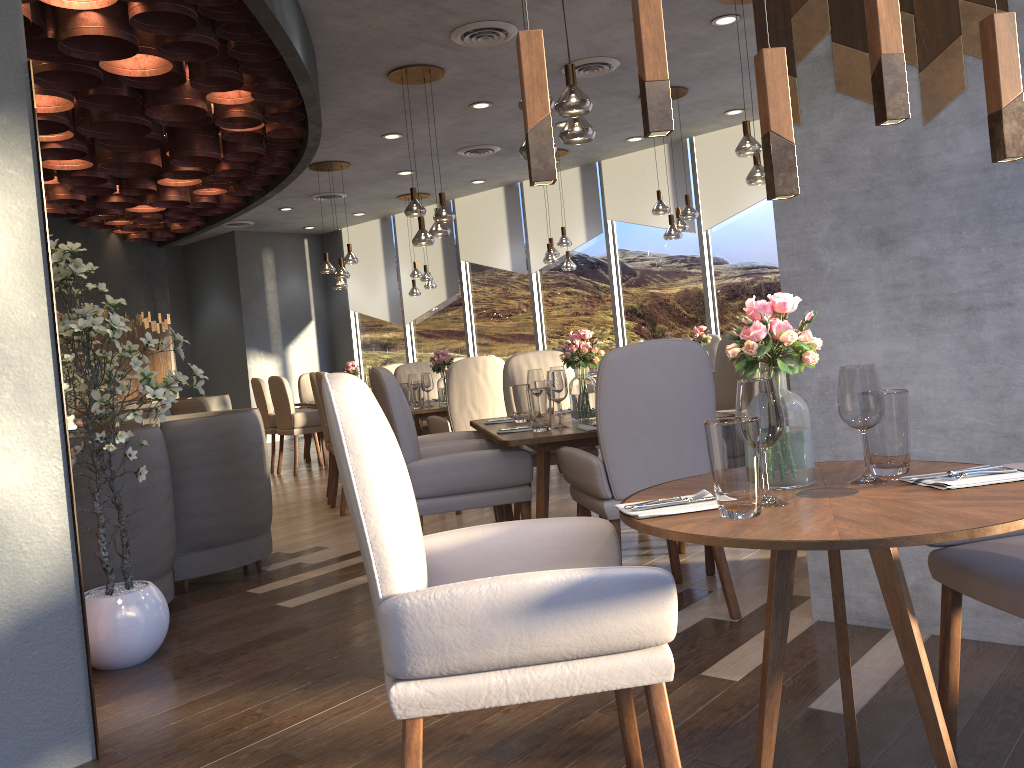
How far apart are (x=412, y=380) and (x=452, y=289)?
5.7m

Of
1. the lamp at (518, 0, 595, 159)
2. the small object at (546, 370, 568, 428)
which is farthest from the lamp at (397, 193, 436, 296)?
the small object at (546, 370, 568, 428)

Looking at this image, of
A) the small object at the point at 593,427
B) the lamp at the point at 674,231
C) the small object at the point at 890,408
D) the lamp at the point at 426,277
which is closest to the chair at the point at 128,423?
the small object at the point at 593,427

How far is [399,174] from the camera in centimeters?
1025cm

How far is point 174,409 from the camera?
9.57m

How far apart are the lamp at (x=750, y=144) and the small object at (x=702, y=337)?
2.2m

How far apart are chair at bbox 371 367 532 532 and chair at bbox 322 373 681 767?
1.5m

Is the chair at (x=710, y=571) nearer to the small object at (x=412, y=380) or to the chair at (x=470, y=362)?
the chair at (x=470, y=362)

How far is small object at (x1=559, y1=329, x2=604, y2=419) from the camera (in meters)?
4.02

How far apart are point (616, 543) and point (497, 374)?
3.8m
